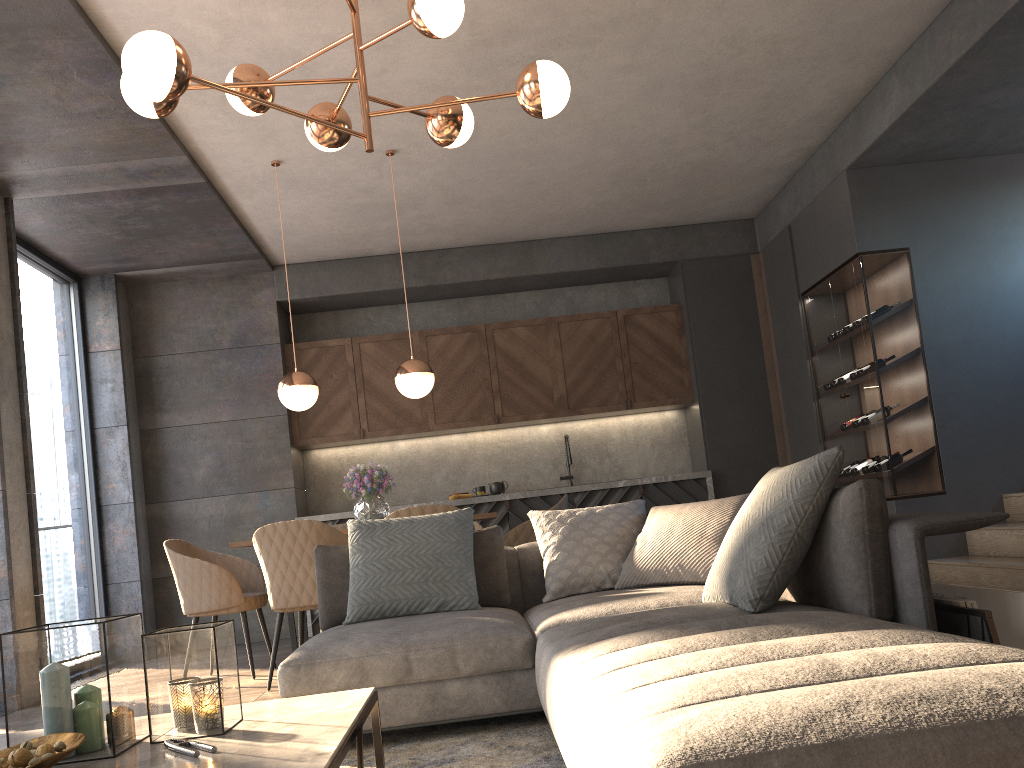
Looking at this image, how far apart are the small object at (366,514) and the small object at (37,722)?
3.21m

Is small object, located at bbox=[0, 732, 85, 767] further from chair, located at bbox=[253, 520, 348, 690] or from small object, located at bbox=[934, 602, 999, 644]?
chair, located at bbox=[253, 520, 348, 690]

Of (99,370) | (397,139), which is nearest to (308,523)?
(397,139)

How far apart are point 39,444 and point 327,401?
2.20m

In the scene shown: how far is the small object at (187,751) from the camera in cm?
159

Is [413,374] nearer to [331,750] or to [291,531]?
[291,531]

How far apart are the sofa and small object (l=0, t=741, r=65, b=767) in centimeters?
89cm

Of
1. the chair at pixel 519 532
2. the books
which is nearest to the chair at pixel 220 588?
the chair at pixel 519 532

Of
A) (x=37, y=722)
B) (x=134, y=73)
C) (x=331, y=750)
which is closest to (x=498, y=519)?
(x=134, y=73)

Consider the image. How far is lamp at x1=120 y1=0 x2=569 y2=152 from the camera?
2.6 meters
